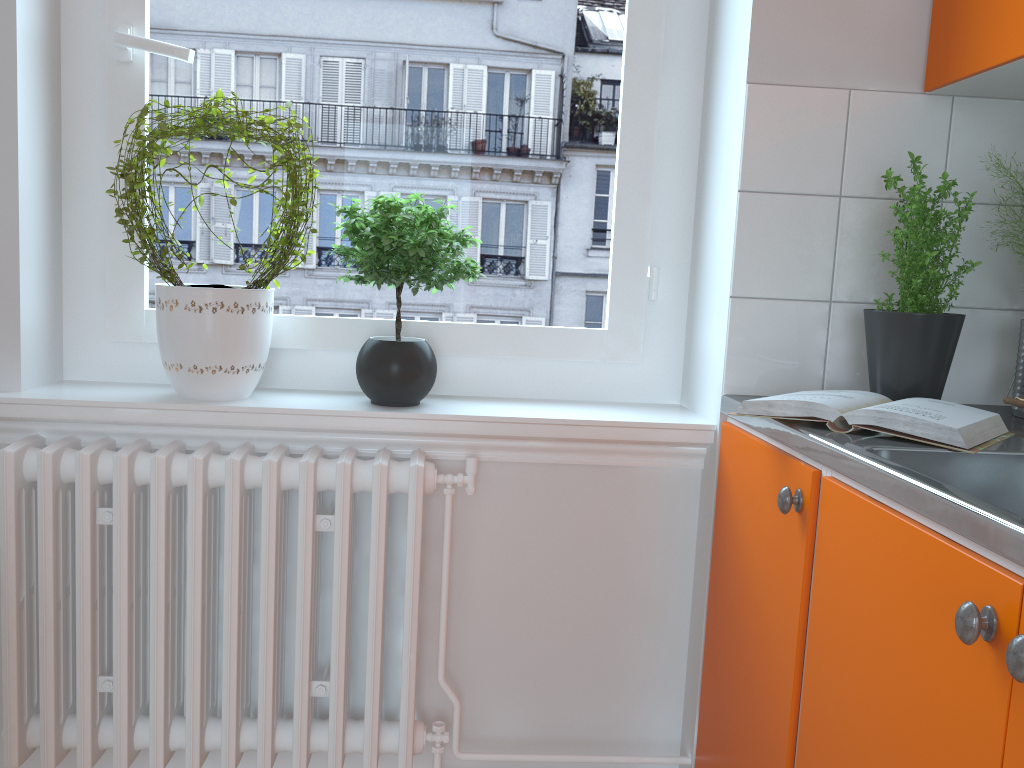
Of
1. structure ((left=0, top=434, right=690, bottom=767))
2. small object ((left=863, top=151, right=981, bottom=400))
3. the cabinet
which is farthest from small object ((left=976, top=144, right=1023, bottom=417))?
structure ((left=0, top=434, right=690, bottom=767))

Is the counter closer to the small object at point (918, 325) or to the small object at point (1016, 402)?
the small object at point (1016, 402)

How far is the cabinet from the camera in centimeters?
84cm

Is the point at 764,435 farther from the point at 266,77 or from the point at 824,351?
the point at 266,77

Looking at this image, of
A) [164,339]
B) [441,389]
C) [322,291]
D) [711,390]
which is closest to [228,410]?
[164,339]

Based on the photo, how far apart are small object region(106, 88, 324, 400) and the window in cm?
4

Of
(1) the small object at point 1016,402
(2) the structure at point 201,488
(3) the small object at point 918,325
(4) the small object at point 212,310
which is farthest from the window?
(1) the small object at point 1016,402

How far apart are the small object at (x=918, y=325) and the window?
0.4 meters

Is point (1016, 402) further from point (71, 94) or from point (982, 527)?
point (71, 94)

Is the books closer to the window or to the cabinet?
the cabinet
